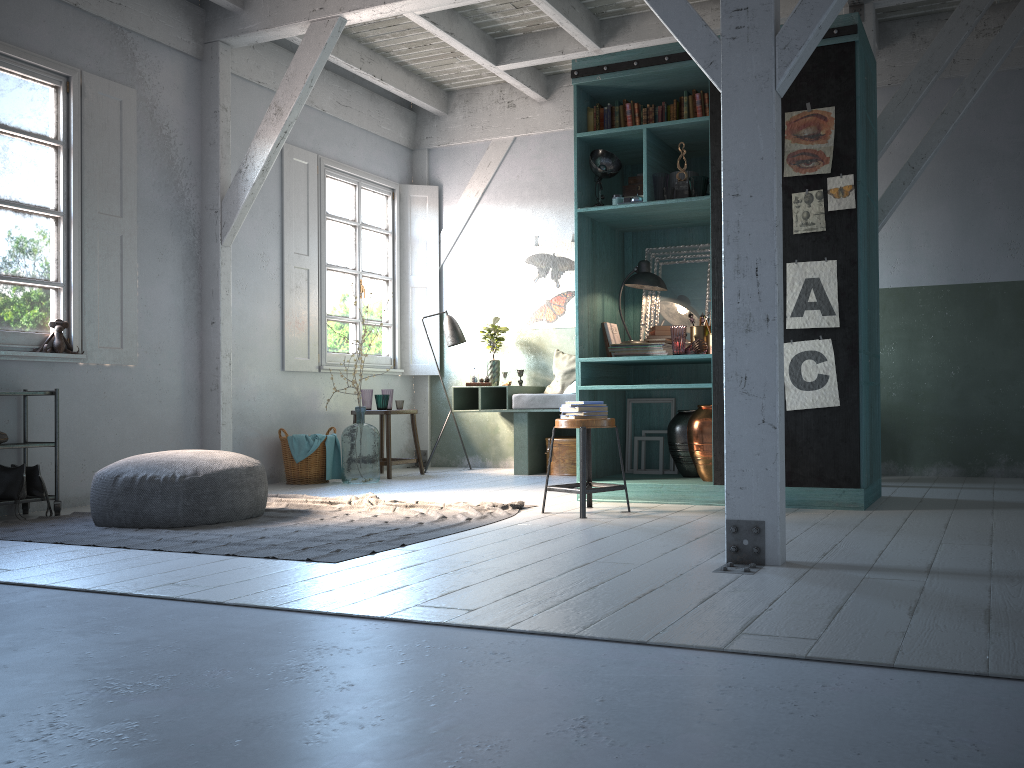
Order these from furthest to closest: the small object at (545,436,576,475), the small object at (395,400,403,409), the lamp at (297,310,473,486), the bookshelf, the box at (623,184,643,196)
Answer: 1. the lamp at (297,310,473,486)
2. the small object at (395,400,403,409)
3. the small object at (545,436,576,475)
4. the box at (623,184,643,196)
5. the bookshelf

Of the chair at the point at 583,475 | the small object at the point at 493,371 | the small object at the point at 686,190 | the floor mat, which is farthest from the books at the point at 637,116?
the small object at the point at 493,371

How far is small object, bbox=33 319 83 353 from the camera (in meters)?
6.97

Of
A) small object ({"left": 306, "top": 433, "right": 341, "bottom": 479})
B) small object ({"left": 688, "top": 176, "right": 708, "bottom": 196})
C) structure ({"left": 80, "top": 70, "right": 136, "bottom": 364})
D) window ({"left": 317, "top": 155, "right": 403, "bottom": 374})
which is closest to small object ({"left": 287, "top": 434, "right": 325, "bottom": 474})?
small object ({"left": 306, "top": 433, "right": 341, "bottom": 479})

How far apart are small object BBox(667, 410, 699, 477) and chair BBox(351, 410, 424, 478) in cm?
347

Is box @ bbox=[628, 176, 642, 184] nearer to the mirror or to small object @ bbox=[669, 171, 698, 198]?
small object @ bbox=[669, 171, 698, 198]

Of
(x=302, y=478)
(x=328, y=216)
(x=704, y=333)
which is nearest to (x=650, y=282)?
(x=704, y=333)

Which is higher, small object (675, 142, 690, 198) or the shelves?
small object (675, 142, 690, 198)

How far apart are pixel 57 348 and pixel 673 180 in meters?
5.0

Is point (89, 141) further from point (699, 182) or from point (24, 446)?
point (699, 182)
